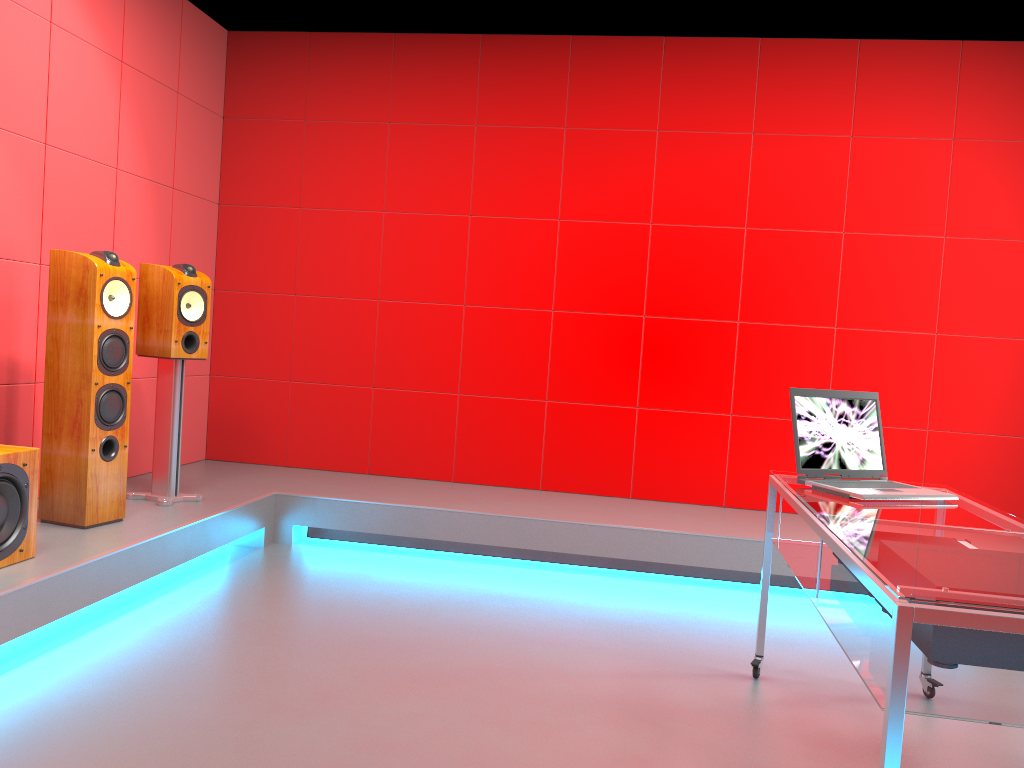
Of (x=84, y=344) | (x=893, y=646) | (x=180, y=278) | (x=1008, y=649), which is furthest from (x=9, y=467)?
(x=1008, y=649)

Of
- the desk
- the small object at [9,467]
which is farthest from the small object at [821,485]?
the small object at [9,467]

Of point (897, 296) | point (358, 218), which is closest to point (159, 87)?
point (358, 218)

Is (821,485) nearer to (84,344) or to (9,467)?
(9,467)

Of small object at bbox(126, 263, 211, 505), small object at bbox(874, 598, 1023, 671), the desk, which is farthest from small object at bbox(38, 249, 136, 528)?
small object at bbox(874, 598, 1023, 671)

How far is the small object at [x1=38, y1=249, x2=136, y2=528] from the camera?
3.3m

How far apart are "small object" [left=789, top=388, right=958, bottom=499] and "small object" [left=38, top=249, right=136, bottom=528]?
2.5 meters

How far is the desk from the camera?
1.4 meters

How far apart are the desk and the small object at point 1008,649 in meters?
0.0 m

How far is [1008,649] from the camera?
1.7m
